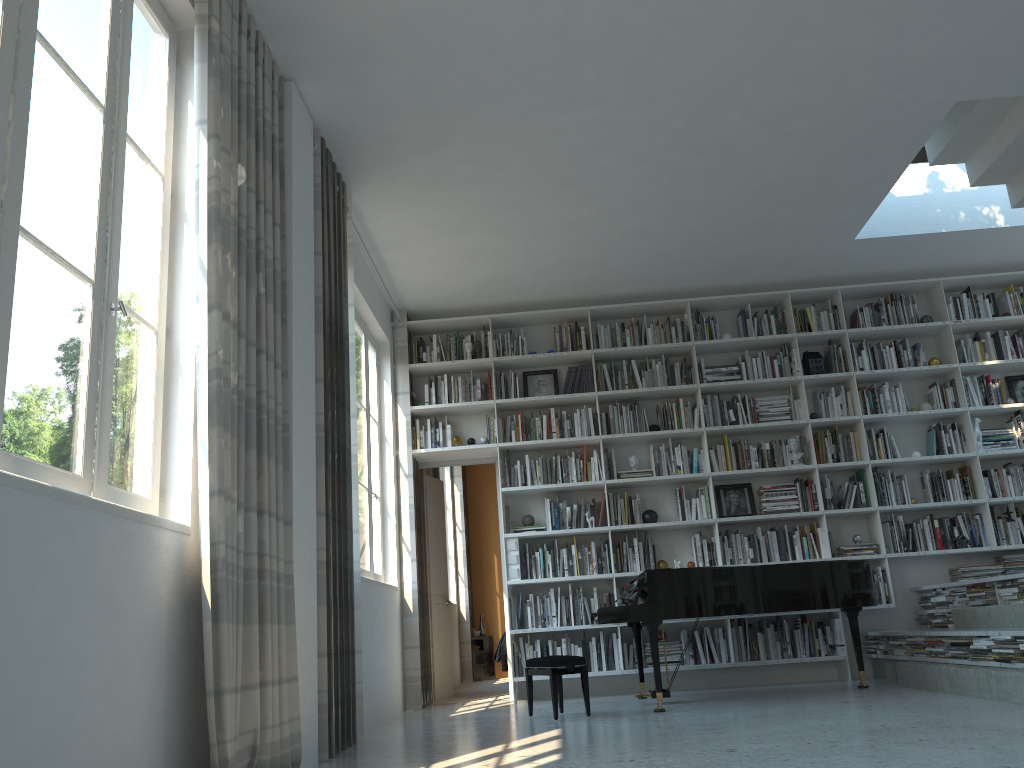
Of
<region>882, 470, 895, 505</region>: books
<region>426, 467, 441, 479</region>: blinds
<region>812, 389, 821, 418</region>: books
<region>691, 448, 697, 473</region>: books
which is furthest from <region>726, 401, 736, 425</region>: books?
<region>426, 467, 441, 479</region>: blinds

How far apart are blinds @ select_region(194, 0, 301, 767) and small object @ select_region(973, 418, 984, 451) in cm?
564

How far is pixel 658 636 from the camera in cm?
687

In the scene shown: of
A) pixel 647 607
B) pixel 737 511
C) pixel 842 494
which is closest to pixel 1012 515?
pixel 842 494

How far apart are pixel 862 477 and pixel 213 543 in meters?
5.7 m

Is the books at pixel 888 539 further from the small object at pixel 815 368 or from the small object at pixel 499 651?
the small object at pixel 499 651

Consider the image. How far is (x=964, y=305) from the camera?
7.4 meters

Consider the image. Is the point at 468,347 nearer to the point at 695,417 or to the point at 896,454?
the point at 695,417

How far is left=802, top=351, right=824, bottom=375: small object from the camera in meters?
7.3

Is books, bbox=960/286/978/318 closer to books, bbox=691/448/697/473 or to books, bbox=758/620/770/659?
books, bbox=691/448/697/473
